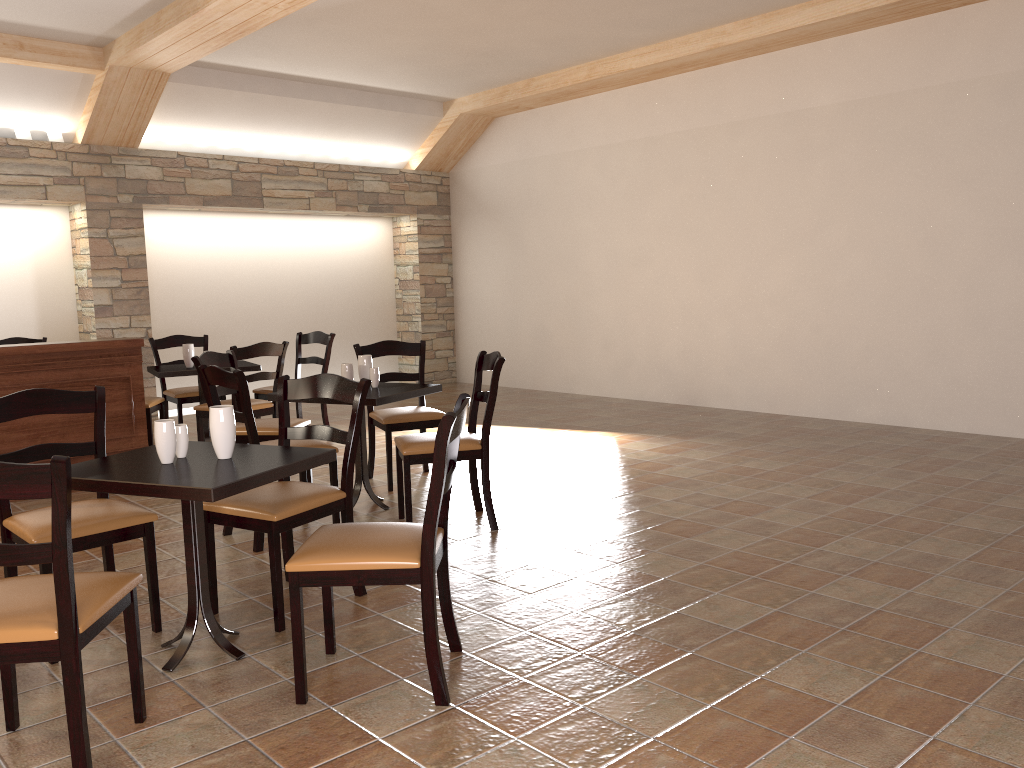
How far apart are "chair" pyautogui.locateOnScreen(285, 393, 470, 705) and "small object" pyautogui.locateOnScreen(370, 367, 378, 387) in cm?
204

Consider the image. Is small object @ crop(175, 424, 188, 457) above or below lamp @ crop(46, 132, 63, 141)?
below

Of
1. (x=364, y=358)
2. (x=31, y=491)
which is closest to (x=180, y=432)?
(x=31, y=491)

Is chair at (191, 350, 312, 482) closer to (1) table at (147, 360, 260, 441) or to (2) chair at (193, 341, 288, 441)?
(2) chair at (193, 341, 288, 441)

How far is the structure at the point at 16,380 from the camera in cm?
516

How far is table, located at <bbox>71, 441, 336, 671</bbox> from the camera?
2.53m

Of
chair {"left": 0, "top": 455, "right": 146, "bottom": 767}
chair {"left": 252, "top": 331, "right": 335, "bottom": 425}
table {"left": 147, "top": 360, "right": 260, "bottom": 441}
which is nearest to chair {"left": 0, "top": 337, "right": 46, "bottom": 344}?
table {"left": 147, "top": 360, "right": 260, "bottom": 441}

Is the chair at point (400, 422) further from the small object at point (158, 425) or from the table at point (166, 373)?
the small object at point (158, 425)

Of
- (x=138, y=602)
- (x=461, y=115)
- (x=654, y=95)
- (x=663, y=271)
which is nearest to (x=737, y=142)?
(x=654, y=95)

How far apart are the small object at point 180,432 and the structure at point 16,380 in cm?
283
